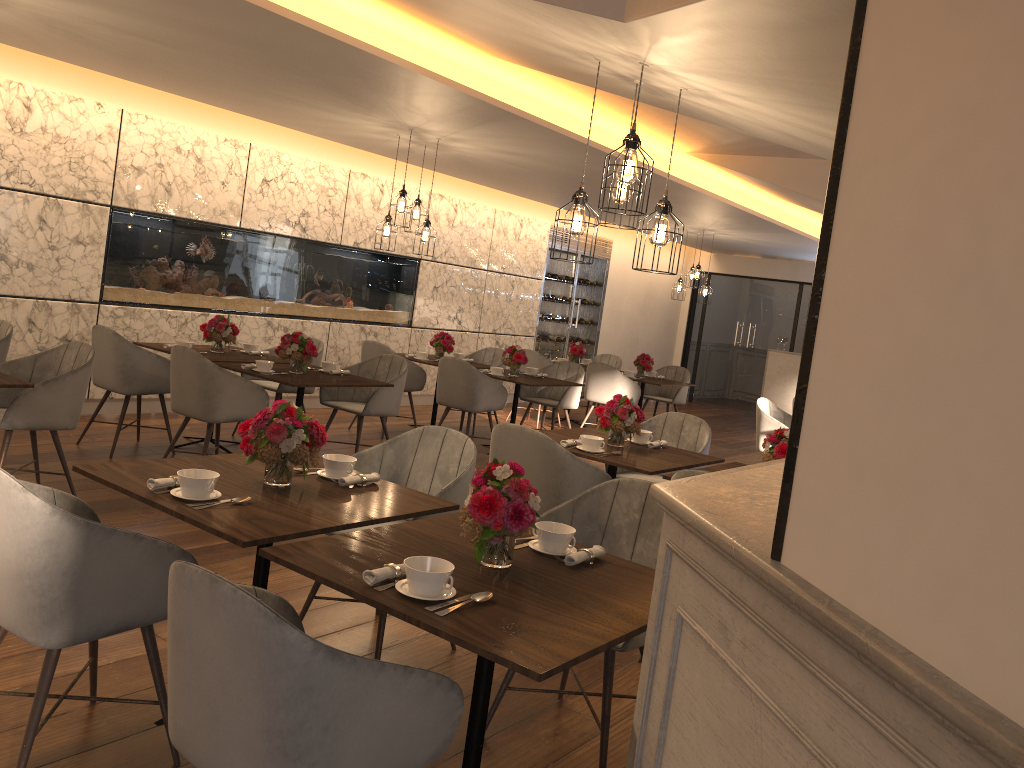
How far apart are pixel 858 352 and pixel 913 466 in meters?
0.2

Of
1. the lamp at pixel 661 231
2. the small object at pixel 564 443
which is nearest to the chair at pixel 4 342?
the small object at pixel 564 443

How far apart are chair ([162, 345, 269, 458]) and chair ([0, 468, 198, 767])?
2.69m

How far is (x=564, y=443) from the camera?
4.6m

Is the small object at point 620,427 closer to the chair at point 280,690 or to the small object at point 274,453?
the small object at point 274,453

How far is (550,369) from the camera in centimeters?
904cm

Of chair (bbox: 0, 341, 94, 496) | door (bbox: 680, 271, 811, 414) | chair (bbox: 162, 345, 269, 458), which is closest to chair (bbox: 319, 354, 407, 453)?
chair (bbox: 162, 345, 269, 458)

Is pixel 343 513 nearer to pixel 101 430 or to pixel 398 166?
pixel 101 430

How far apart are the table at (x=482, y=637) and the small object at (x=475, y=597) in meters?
0.0

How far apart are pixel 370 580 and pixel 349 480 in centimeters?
98cm
